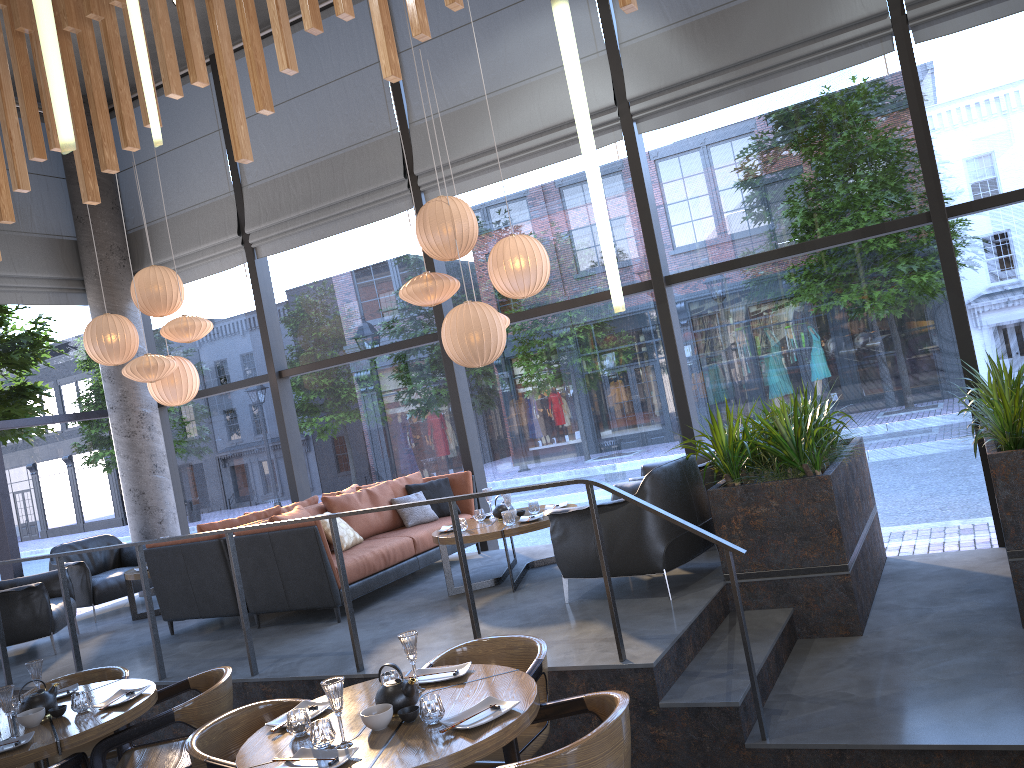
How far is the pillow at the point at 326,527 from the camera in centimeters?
668cm

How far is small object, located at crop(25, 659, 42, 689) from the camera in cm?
438

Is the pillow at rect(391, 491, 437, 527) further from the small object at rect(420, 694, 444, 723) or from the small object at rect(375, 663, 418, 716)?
the small object at rect(420, 694, 444, 723)

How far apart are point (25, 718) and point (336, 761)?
2.02m

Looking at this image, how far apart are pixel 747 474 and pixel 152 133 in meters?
3.9

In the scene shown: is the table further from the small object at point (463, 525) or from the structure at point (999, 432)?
the structure at point (999, 432)

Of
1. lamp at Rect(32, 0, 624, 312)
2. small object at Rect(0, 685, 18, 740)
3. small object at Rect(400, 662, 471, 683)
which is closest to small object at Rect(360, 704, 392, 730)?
small object at Rect(400, 662, 471, 683)

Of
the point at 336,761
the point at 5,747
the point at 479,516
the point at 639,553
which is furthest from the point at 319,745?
the point at 479,516

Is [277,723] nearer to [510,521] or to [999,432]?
[510,521]

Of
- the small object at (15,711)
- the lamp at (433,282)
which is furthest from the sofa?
the small object at (15,711)
